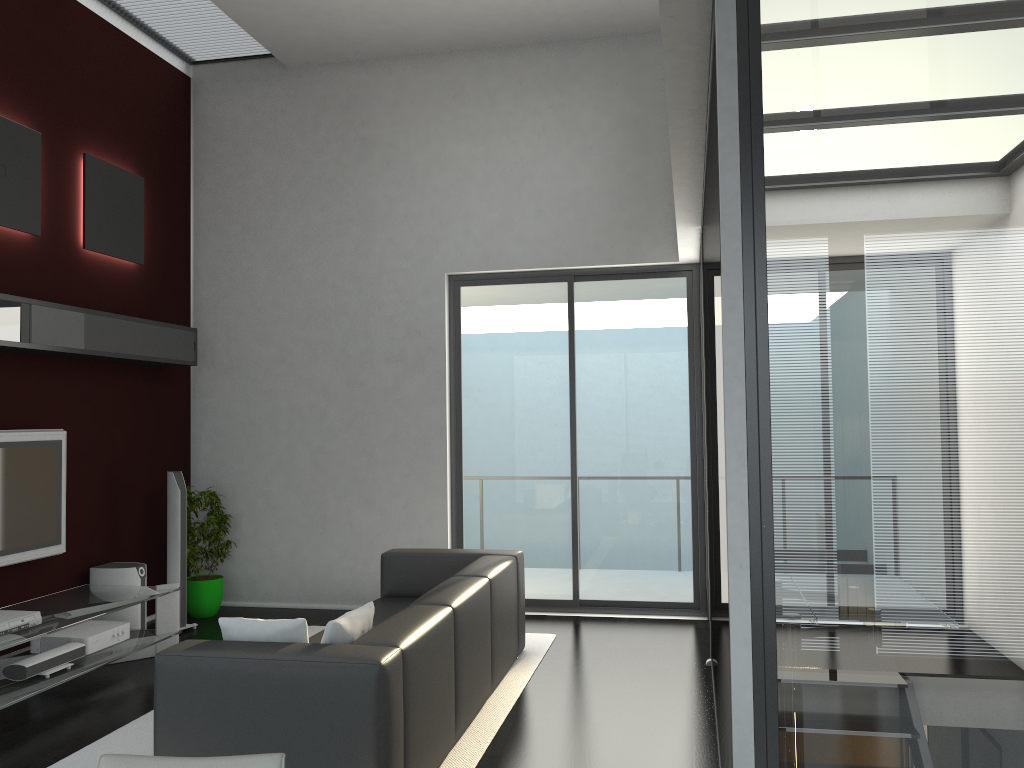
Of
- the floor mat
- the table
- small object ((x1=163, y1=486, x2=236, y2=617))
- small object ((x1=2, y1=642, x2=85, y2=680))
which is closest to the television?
the table

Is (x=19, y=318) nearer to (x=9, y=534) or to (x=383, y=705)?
(x=9, y=534)

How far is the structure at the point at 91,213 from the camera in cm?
625

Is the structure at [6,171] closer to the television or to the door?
the television

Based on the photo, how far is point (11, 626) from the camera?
4.6 meters

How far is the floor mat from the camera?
4.0m

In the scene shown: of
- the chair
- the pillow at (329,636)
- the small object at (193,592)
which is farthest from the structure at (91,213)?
the chair

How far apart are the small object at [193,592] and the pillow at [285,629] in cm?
347

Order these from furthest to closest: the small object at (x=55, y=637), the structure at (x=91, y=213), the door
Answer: the door
the structure at (x=91, y=213)
the small object at (x=55, y=637)

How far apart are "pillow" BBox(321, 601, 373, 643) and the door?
3.4 meters
